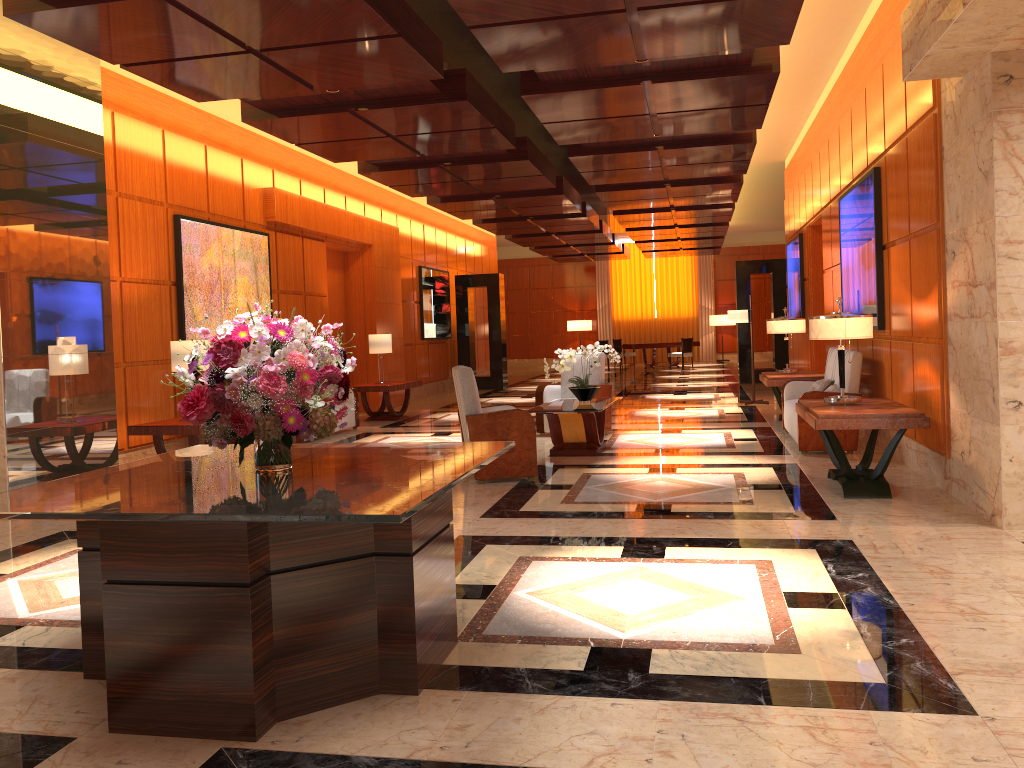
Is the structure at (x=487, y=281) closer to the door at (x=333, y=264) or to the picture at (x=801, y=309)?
the door at (x=333, y=264)

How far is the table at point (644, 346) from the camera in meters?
24.6 m

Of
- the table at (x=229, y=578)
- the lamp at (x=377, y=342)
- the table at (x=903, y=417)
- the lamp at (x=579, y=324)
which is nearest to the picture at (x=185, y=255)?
the lamp at (x=377, y=342)

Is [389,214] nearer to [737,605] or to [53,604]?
[53,604]

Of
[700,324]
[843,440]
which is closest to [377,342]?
[843,440]

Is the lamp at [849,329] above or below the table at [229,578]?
above

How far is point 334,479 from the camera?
3.2 meters

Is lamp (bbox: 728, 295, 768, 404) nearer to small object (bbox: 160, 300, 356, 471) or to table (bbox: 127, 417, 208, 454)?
table (bbox: 127, 417, 208, 454)

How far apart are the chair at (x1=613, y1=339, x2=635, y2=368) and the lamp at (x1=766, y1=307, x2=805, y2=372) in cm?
1566

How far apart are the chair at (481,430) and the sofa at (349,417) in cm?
411
